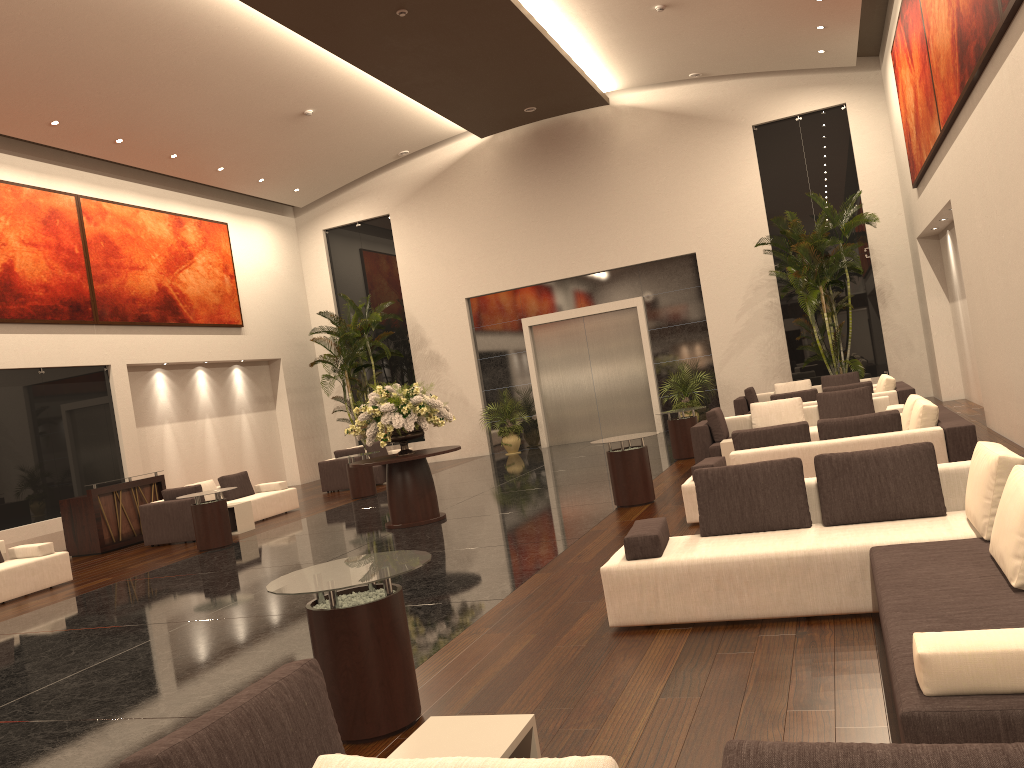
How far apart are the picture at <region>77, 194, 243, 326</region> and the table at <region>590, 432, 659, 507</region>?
11.4 meters

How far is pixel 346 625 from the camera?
4.3 meters

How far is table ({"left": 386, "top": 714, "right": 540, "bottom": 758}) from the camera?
2.85m

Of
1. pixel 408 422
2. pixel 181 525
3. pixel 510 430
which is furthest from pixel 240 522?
pixel 510 430

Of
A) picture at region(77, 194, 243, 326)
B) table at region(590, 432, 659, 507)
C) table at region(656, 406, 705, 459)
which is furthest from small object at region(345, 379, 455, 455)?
picture at region(77, 194, 243, 326)

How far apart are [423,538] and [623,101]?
14.0 meters

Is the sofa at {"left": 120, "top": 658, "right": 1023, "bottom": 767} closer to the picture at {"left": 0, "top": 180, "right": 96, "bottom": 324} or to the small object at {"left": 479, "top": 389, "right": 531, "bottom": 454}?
the picture at {"left": 0, "top": 180, "right": 96, "bottom": 324}

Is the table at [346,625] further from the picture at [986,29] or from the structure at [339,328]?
the structure at [339,328]

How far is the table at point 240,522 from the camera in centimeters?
1391cm

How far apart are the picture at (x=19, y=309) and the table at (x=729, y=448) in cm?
1208
